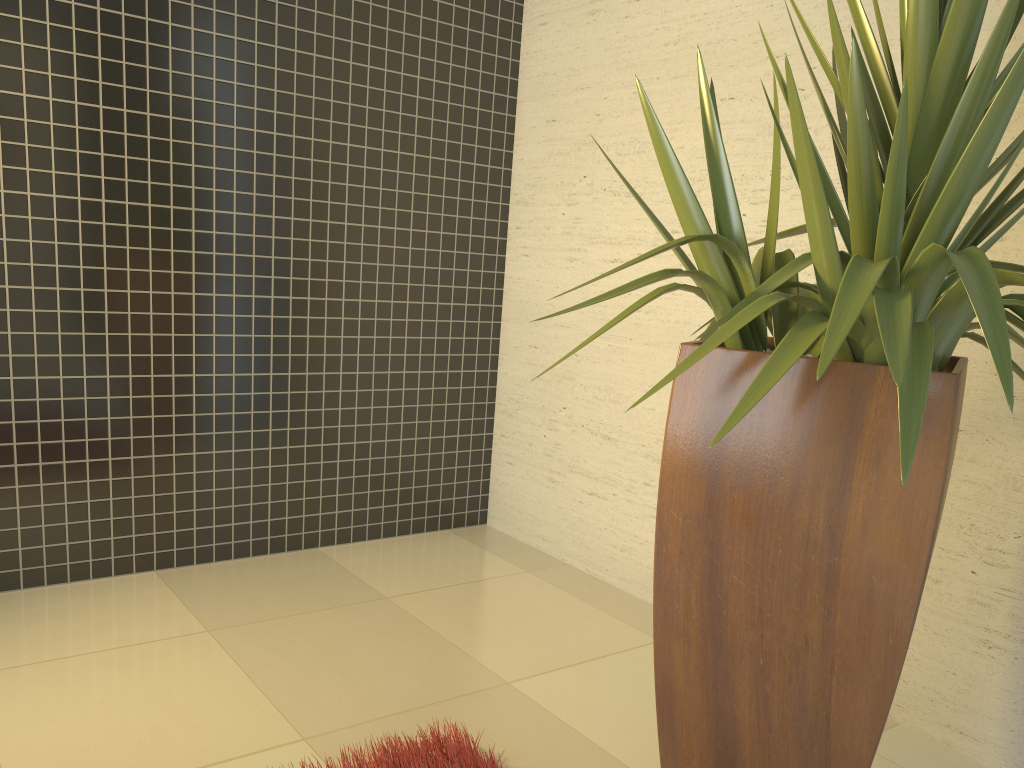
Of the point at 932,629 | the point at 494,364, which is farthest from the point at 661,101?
the point at 932,629

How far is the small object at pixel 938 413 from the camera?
1.4m

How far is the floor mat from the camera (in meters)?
1.98

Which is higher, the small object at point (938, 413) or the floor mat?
the small object at point (938, 413)

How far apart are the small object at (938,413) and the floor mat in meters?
0.4

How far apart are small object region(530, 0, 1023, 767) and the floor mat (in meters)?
0.42

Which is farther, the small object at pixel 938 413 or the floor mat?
the floor mat

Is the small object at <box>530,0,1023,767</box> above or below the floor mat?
above

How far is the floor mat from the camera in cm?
198
